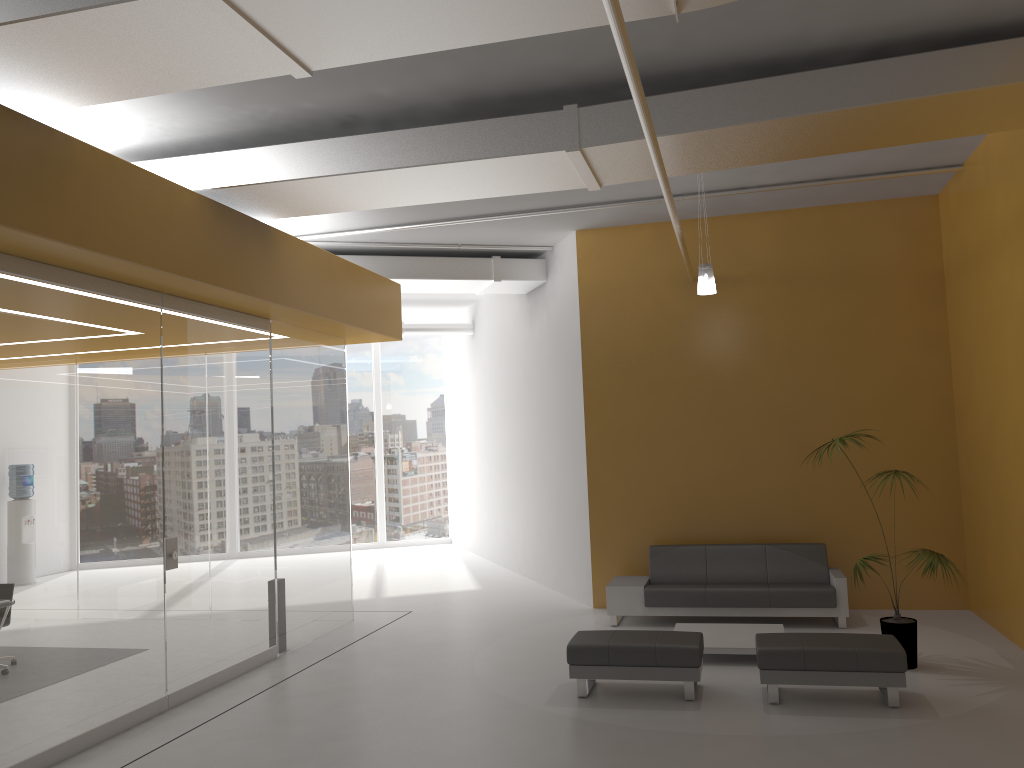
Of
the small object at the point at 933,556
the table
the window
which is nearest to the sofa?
the table

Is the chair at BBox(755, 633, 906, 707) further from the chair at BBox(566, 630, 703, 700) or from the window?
the window

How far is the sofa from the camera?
8.83m

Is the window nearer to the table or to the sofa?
the sofa

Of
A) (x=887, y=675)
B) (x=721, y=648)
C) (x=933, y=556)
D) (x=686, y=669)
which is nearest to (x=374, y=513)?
(x=721, y=648)

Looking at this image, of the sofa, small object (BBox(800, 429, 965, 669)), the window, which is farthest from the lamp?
the window

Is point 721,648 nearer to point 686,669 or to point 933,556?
point 686,669

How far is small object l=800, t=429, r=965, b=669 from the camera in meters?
7.0 m

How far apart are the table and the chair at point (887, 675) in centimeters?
82cm

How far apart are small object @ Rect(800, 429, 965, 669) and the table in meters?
0.9 m
